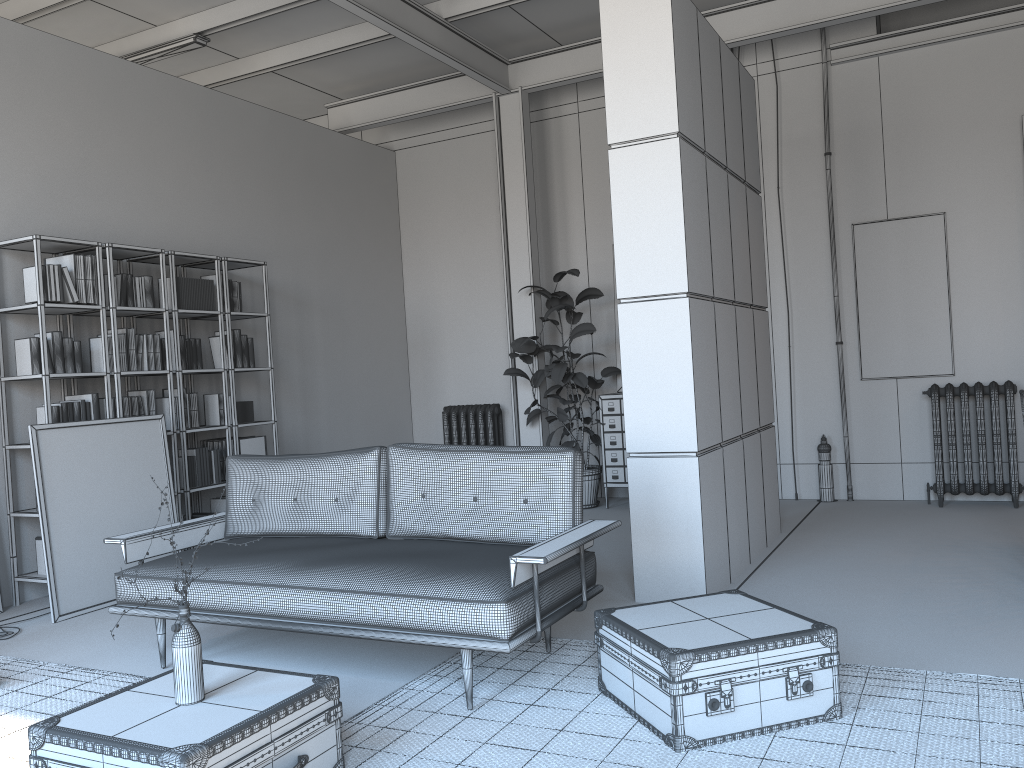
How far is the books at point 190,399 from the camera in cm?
648

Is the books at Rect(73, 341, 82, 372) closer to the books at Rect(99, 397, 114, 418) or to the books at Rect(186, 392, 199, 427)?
the books at Rect(99, 397, 114, 418)

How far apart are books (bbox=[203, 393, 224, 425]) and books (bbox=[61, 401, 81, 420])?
1.2 meters

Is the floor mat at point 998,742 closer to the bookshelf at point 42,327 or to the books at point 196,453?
the bookshelf at point 42,327

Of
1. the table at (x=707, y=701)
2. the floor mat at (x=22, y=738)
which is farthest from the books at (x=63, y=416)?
the table at (x=707, y=701)

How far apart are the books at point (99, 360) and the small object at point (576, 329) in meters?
3.3 m

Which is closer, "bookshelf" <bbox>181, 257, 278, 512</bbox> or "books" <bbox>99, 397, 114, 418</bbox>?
"books" <bbox>99, 397, 114, 418</bbox>

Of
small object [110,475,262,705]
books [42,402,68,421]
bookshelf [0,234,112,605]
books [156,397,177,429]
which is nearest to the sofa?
small object [110,475,262,705]

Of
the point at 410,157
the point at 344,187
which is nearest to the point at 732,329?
the point at 344,187

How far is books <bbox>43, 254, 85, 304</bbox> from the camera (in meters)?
5.56
